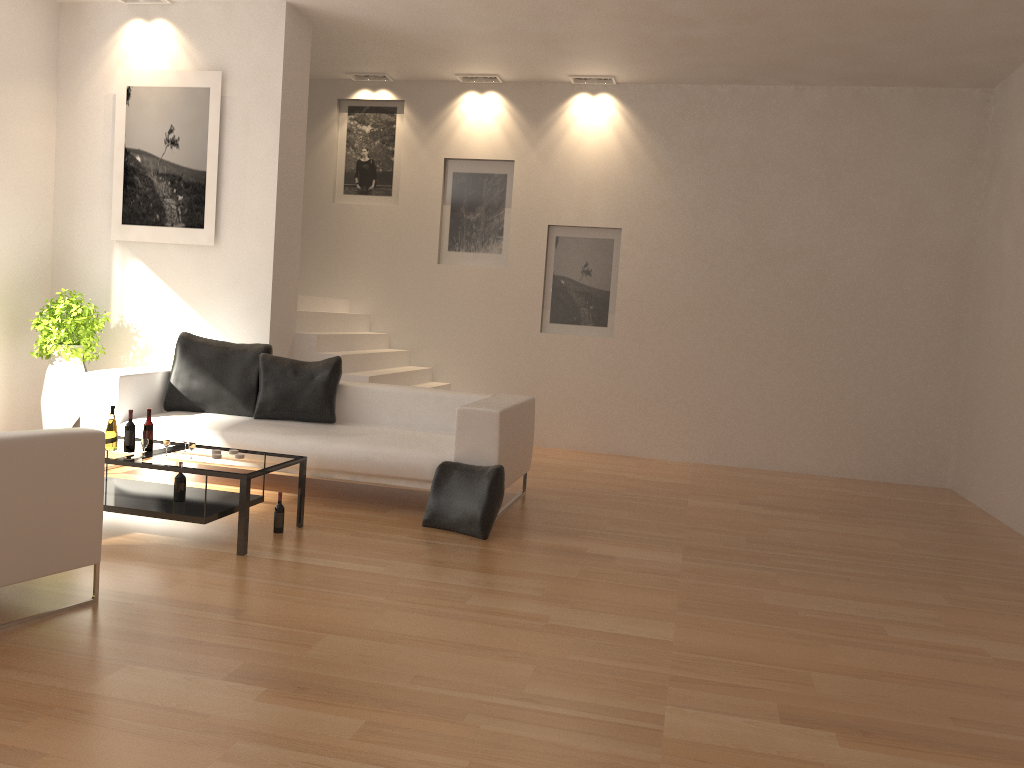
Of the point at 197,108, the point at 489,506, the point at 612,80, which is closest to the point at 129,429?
the point at 489,506

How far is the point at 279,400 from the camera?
6.6 meters

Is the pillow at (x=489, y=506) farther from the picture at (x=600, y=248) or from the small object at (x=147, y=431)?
the picture at (x=600, y=248)

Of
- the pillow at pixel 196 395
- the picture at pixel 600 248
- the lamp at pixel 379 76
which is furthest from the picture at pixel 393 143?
the pillow at pixel 196 395

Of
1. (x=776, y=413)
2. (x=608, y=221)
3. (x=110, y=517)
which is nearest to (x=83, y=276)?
(x=110, y=517)

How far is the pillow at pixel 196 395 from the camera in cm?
669

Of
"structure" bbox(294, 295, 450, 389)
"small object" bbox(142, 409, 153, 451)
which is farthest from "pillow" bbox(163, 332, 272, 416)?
"small object" bbox(142, 409, 153, 451)

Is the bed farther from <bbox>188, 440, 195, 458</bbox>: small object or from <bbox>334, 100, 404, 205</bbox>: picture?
<bbox>334, 100, 404, 205</bbox>: picture

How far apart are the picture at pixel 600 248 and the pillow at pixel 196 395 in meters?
3.3

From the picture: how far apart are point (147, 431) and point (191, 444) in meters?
0.3 m
